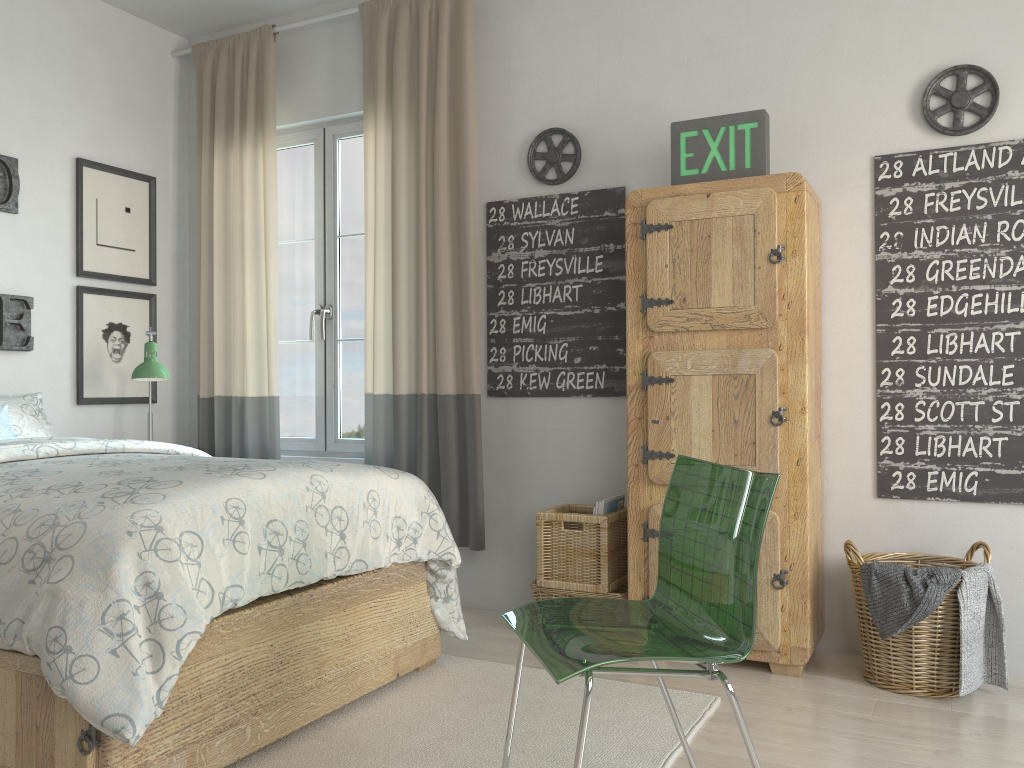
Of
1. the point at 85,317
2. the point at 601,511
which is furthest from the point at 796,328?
the point at 85,317

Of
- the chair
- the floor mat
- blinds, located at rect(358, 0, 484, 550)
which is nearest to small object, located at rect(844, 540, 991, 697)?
the floor mat

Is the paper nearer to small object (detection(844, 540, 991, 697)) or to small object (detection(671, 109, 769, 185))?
small object (detection(844, 540, 991, 697))

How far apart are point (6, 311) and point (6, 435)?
0.6m

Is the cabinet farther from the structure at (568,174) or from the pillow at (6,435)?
the pillow at (6,435)

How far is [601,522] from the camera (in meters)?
3.09

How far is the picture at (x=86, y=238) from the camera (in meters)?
3.89

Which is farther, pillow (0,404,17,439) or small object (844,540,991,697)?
pillow (0,404,17,439)

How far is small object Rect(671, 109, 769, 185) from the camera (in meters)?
2.88

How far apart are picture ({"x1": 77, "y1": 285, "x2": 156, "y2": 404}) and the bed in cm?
96
